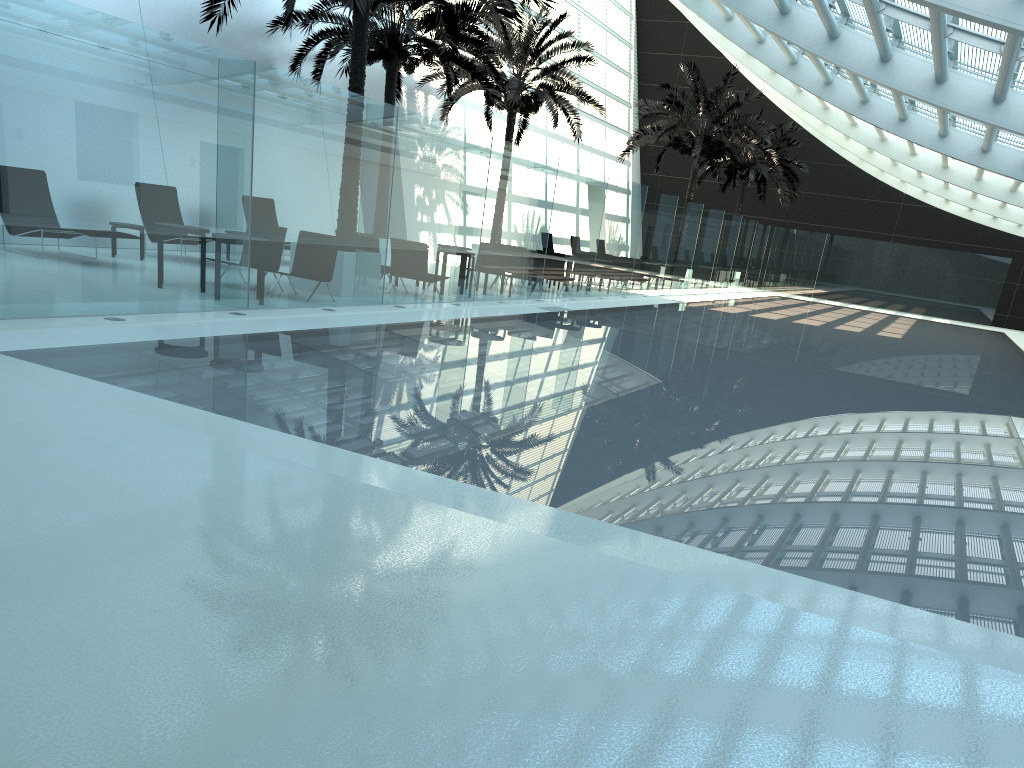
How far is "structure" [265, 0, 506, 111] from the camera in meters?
18.5 m

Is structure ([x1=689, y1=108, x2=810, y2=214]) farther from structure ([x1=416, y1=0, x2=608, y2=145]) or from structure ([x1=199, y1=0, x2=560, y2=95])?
structure ([x1=199, y1=0, x2=560, y2=95])

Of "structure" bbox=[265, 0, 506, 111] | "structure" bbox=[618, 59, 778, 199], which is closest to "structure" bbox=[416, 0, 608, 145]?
"structure" bbox=[265, 0, 506, 111]

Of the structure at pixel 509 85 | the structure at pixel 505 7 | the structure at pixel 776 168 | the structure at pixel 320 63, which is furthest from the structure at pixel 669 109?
the structure at pixel 505 7

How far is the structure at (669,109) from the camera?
28.6m

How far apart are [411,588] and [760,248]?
36.2m

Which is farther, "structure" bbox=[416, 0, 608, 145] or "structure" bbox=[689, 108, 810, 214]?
"structure" bbox=[689, 108, 810, 214]

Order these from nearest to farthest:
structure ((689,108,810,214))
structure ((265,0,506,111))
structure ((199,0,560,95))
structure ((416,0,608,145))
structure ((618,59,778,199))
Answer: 1. structure ((199,0,560,95))
2. structure ((265,0,506,111))
3. structure ((416,0,608,145))
4. structure ((618,59,778,199))
5. structure ((689,108,810,214))

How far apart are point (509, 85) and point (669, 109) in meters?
→ 7.7

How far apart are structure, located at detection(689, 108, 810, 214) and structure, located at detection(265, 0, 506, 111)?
17.44m
